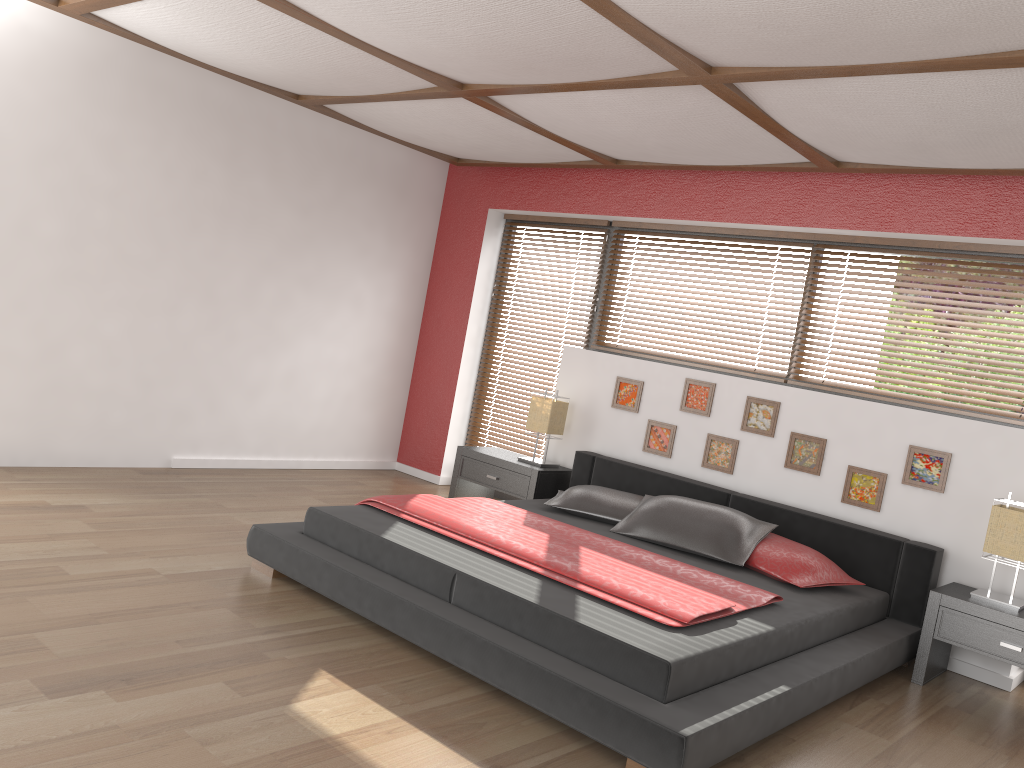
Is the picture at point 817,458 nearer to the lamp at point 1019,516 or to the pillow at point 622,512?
the pillow at point 622,512

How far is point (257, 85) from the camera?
5.2m

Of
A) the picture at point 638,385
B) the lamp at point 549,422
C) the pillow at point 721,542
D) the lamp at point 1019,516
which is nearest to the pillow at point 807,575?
the pillow at point 721,542

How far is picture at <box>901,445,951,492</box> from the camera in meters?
4.3 m

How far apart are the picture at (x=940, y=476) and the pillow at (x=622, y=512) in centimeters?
134cm

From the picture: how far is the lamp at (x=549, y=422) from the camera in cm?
558

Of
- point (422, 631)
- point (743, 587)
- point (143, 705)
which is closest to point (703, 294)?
point (743, 587)

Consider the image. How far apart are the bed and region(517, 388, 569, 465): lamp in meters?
0.2 m

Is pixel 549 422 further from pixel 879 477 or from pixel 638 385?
pixel 879 477

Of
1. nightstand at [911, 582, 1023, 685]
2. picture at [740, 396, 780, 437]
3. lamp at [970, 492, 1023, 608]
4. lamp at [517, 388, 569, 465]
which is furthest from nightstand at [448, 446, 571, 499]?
lamp at [970, 492, 1023, 608]
